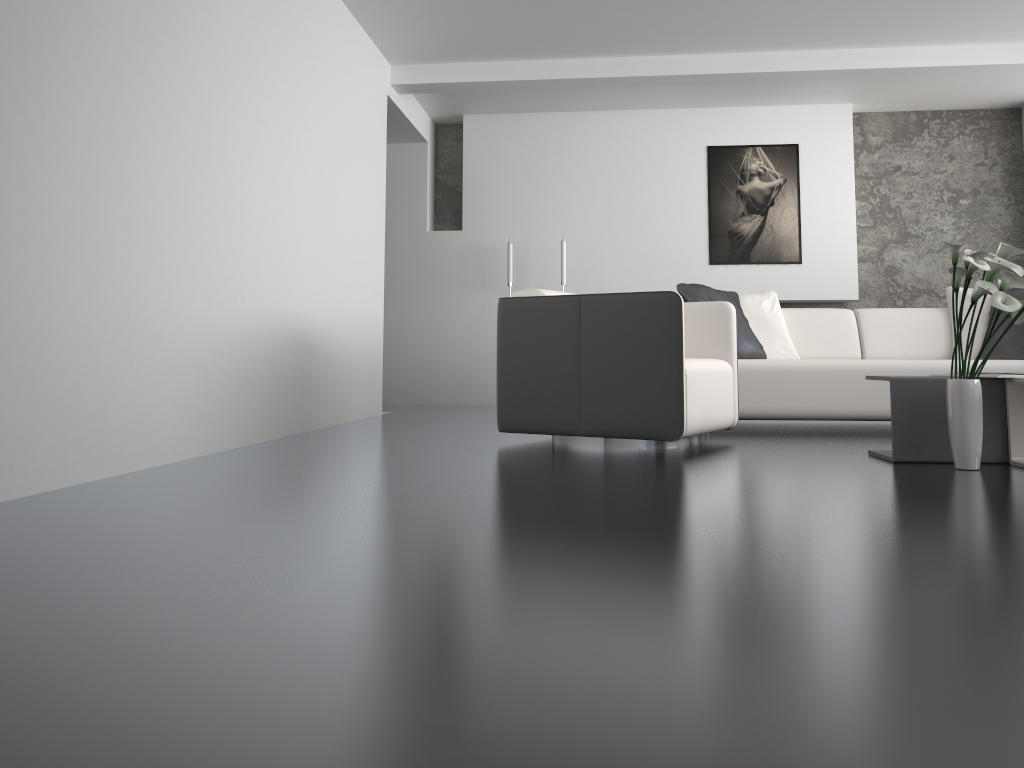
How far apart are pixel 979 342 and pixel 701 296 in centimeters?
171cm

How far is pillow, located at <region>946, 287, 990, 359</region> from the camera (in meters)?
5.18

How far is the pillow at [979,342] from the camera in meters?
5.2

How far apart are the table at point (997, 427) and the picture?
3.9 meters

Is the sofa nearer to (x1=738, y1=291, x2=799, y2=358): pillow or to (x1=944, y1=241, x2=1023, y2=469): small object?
(x1=738, y1=291, x2=799, y2=358): pillow

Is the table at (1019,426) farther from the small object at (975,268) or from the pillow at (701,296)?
the pillow at (701,296)

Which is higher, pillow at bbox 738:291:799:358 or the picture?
the picture

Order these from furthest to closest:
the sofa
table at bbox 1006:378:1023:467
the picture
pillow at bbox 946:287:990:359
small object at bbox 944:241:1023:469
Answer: the picture → pillow at bbox 946:287:990:359 → the sofa → table at bbox 1006:378:1023:467 → small object at bbox 944:241:1023:469

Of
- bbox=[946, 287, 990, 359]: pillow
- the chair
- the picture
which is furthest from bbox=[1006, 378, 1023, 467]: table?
the picture

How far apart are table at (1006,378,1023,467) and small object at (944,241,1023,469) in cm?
20
